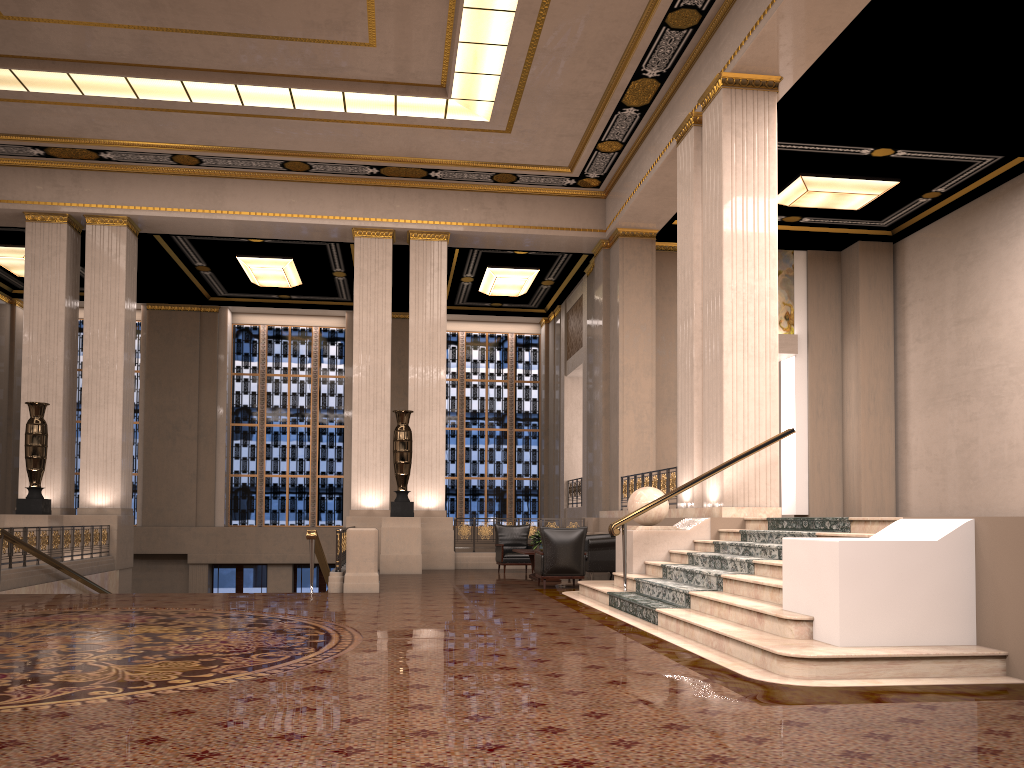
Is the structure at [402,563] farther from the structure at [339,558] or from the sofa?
the sofa

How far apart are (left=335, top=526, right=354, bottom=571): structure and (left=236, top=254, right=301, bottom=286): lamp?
8.8m

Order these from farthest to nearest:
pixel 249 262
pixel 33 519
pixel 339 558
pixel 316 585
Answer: pixel 316 585
pixel 249 262
pixel 33 519
pixel 339 558

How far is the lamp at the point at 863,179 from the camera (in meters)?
14.64

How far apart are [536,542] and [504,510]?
10.4 meters

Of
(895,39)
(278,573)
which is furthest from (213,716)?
(278,573)

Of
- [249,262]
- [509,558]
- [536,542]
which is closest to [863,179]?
[536,542]

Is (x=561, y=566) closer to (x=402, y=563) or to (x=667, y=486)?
(x=667, y=486)

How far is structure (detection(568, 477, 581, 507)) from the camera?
20.4m

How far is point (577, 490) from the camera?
20.4m
